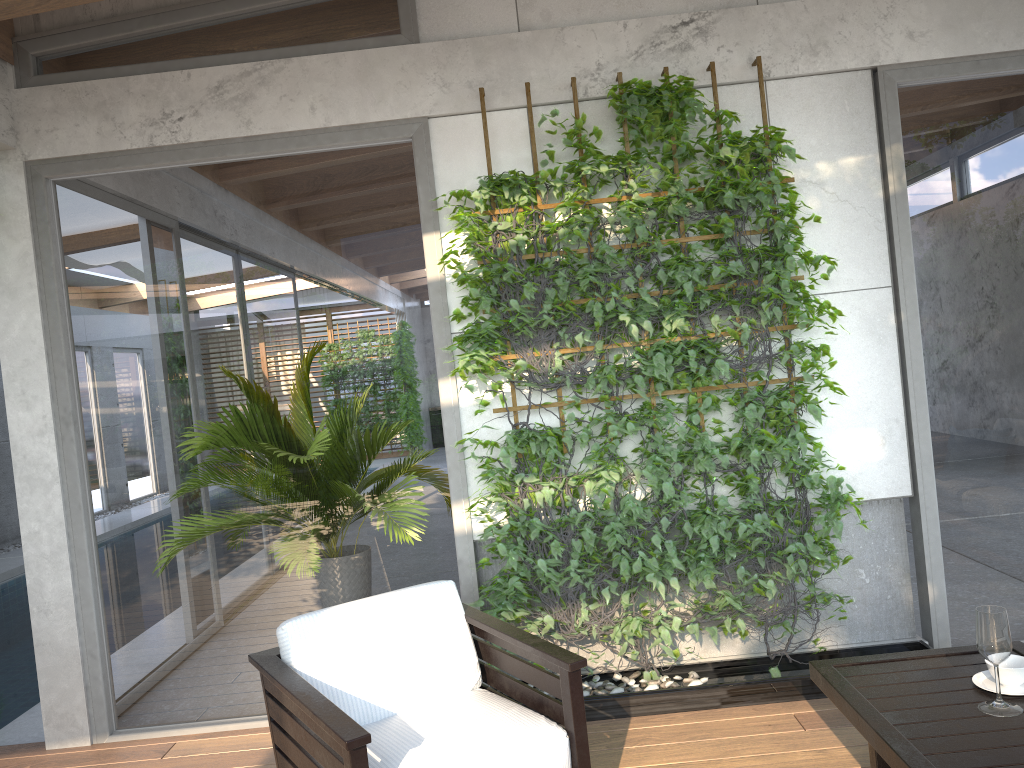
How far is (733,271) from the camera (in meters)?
3.73

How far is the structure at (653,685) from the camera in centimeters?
374cm

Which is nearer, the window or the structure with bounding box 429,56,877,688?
the structure with bounding box 429,56,877,688

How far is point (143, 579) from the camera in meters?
4.1 m

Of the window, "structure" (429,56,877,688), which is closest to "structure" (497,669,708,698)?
"structure" (429,56,877,688)

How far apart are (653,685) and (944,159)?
2.6m

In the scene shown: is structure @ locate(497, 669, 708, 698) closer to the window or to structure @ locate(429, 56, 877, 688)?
structure @ locate(429, 56, 877, 688)

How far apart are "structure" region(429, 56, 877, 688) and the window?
0.1 meters

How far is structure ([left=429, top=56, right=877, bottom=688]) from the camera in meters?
3.7

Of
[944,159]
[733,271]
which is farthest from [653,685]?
[944,159]
